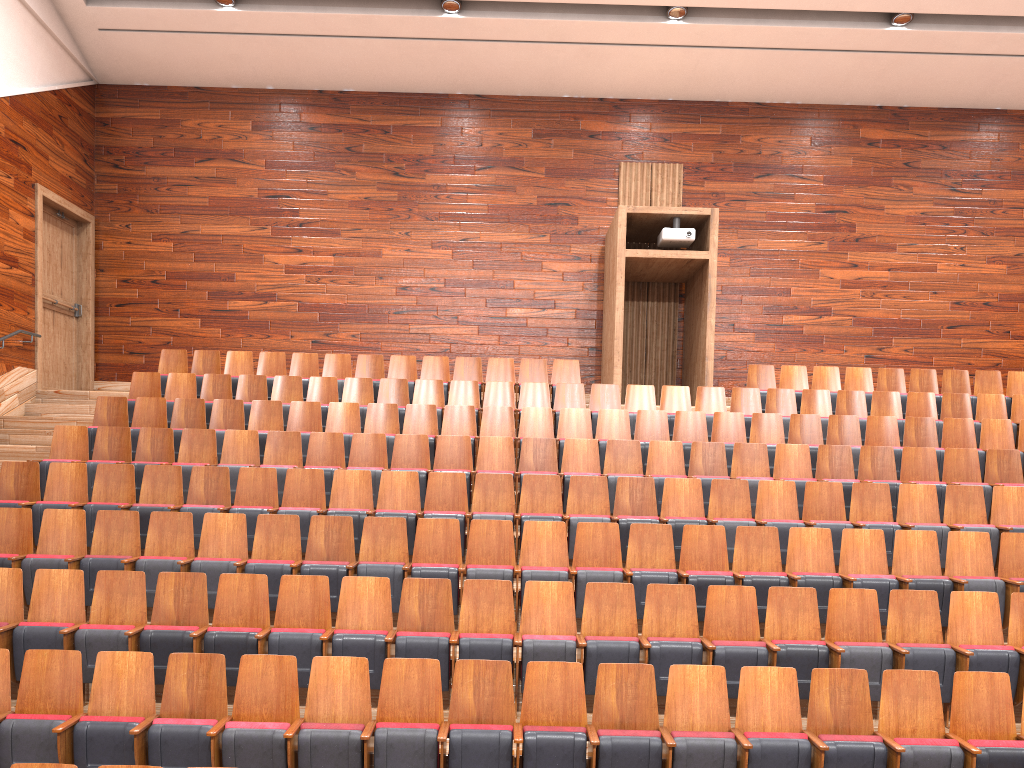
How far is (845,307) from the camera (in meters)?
1.19

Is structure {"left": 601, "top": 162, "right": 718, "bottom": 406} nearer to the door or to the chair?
the chair

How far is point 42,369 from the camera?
1.1m

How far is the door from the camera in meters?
1.1 m

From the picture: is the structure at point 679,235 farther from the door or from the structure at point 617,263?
the door

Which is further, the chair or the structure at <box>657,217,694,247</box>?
the structure at <box>657,217,694,247</box>

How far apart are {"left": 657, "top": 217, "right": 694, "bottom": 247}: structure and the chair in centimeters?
17cm

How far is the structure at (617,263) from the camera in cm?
105

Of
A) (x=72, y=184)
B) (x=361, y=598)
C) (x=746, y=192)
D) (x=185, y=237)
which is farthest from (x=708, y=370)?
(x=72, y=184)

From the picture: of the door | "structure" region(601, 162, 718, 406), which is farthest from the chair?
the door
